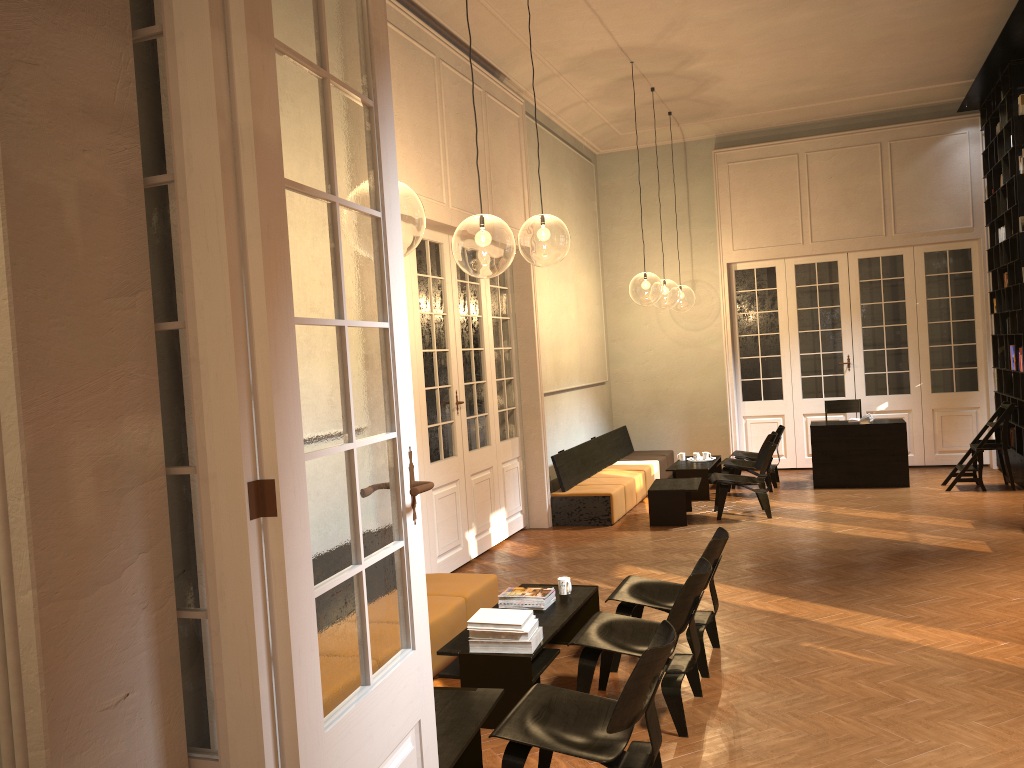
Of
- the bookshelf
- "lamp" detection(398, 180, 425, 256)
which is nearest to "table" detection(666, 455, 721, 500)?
the bookshelf

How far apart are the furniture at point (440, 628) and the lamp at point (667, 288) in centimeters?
1852cm

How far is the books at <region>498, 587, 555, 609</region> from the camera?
5.5m

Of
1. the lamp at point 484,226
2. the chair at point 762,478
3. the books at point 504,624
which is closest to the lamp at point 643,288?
the lamp at point 484,226

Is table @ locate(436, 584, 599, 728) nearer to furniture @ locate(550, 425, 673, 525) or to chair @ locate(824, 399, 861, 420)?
furniture @ locate(550, 425, 673, 525)

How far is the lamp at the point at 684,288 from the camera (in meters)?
42.13

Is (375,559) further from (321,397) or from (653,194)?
(653,194)

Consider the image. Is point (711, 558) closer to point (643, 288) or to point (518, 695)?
point (518, 695)

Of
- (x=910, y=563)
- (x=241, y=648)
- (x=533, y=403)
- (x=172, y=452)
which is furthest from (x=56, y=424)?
(x=533, y=403)

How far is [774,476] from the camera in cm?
1190
